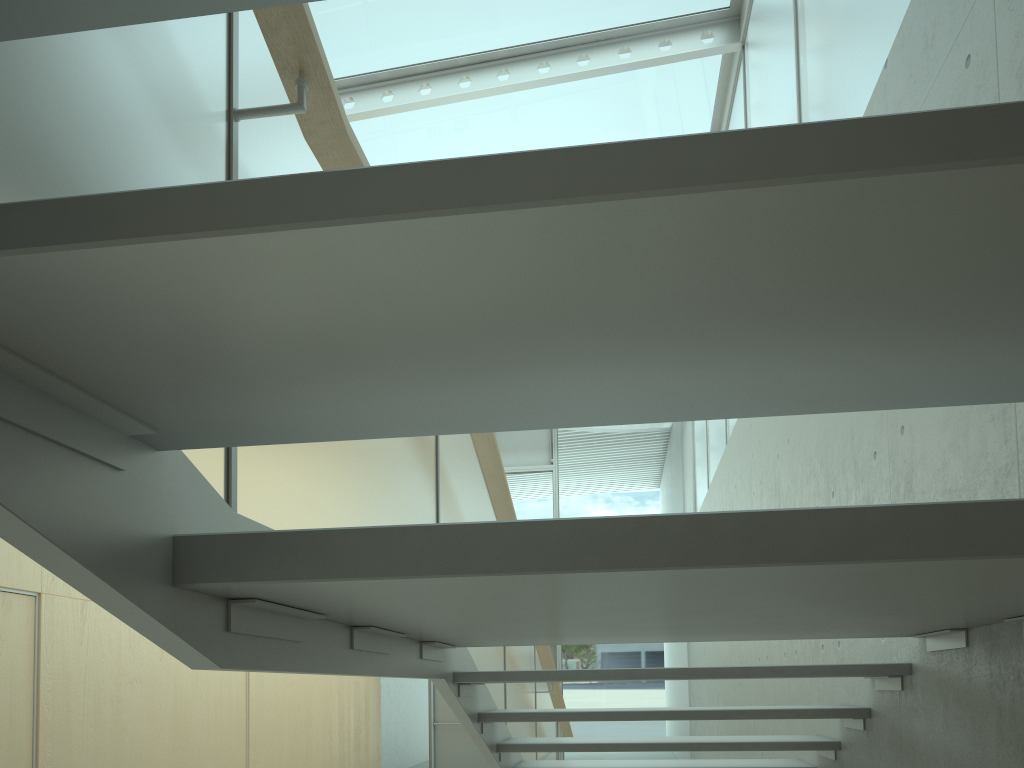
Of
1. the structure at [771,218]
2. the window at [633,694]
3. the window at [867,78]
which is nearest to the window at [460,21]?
the window at [867,78]

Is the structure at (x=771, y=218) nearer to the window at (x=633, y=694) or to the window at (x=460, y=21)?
the window at (x=460, y=21)

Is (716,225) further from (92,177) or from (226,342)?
(92,177)

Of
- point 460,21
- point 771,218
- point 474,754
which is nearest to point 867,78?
point 771,218

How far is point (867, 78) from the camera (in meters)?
3.55

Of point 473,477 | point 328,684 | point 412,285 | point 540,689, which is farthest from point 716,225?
point 328,684

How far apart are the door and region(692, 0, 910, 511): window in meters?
4.8 m

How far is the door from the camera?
12.1 meters

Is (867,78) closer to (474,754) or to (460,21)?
(460,21)

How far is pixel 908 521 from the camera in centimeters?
101cm
